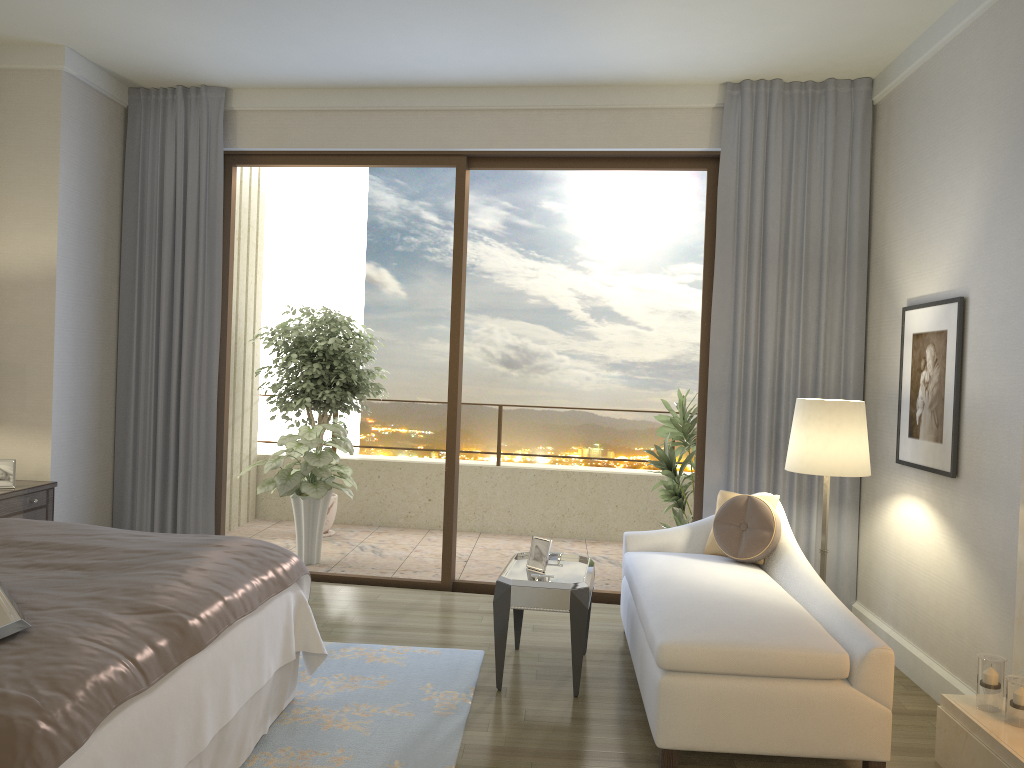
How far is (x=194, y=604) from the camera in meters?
2.6

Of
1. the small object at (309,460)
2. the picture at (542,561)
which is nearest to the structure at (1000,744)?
the picture at (542,561)

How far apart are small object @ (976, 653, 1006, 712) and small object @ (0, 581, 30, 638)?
3.0m

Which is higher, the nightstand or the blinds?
the blinds

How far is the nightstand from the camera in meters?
4.5 m

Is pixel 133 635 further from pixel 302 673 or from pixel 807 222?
pixel 807 222

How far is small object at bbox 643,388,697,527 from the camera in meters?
5.9

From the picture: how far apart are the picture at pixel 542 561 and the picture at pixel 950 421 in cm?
177

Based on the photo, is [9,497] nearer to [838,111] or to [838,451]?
[838,451]

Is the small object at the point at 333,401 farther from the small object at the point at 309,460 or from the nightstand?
the nightstand
